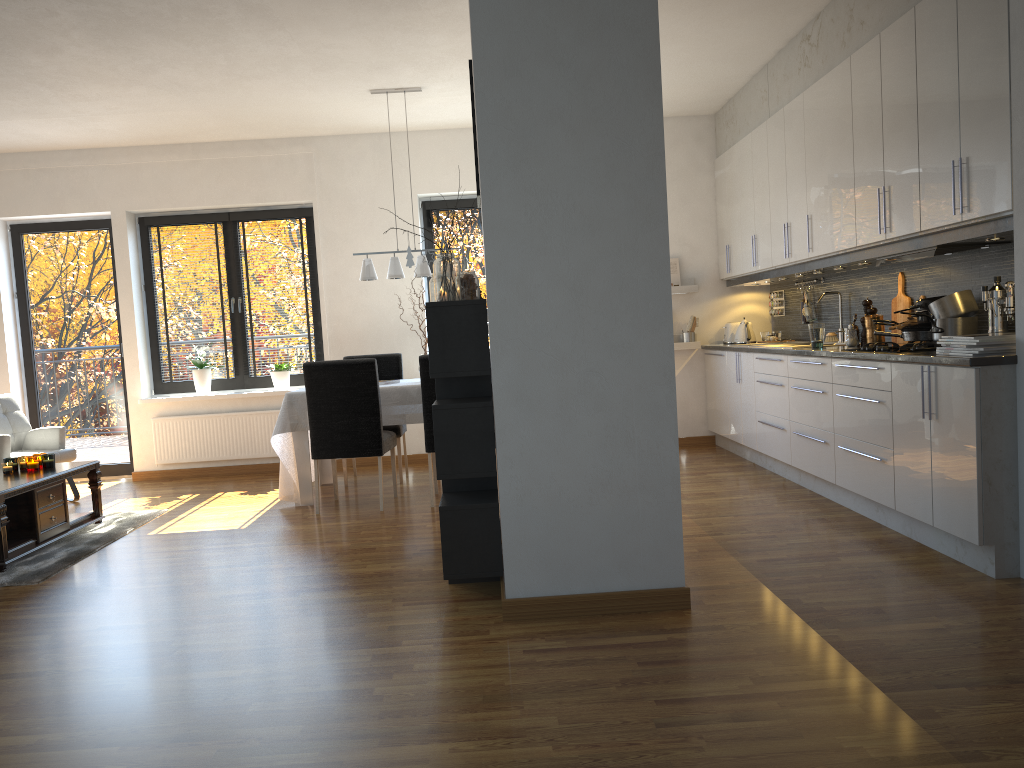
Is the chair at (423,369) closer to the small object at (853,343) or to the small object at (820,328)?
the small object at (820,328)

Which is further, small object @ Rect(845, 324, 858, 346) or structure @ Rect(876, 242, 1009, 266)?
small object @ Rect(845, 324, 858, 346)

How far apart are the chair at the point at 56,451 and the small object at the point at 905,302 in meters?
5.7 m

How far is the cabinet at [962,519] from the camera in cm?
353

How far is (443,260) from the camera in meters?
3.6

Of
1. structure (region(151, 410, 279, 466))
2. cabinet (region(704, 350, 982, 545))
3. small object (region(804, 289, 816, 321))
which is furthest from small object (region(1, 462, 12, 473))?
small object (region(804, 289, 816, 321))

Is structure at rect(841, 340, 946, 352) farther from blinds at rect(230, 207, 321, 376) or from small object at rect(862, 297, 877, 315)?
blinds at rect(230, 207, 321, 376)

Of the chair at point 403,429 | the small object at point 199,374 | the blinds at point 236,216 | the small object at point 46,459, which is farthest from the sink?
the small object at point 46,459

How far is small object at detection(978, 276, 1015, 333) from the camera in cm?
382

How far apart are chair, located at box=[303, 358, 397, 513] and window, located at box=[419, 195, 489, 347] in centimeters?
225cm
